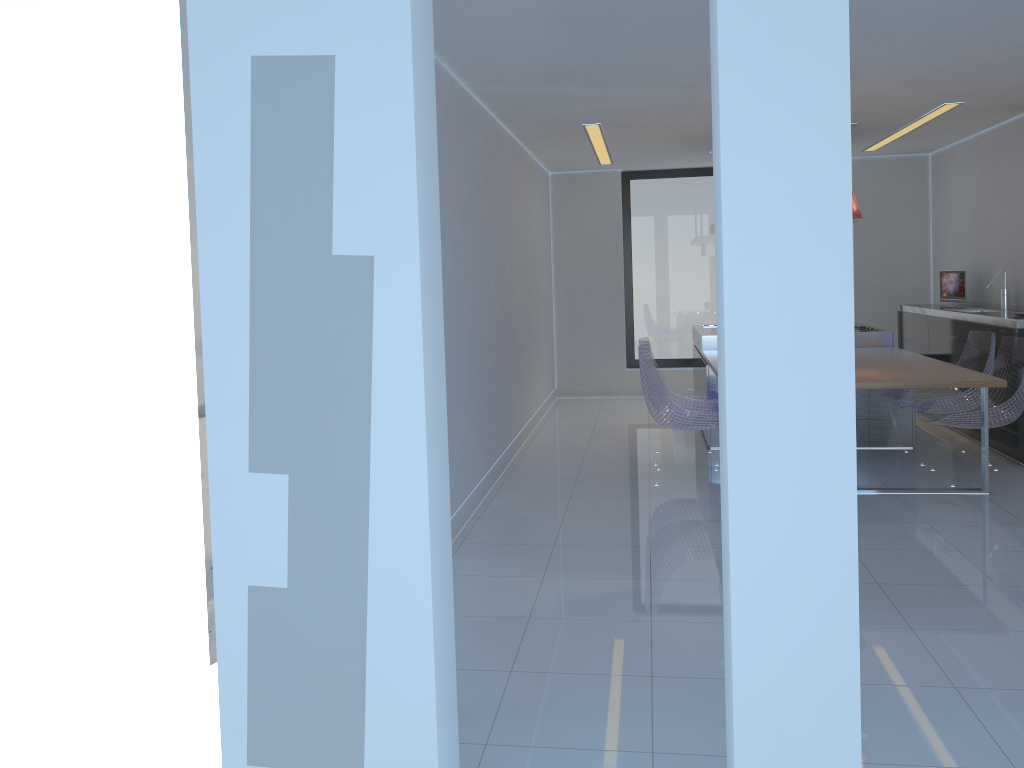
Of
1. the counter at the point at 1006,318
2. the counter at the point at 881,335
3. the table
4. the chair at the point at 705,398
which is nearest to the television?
the counter at the point at 1006,318

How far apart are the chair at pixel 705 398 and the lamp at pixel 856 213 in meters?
1.9

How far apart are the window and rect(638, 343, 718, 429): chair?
3.81m

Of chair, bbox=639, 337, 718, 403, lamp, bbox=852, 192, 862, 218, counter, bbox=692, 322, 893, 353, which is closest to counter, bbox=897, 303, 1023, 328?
counter, bbox=692, 322, 893, 353

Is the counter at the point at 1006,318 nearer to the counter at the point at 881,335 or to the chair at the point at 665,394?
the counter at the point at 881,335

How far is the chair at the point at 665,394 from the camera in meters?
5.6

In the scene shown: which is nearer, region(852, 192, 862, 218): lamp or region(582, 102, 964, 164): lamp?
region(852, 192, 862, 218): lamp

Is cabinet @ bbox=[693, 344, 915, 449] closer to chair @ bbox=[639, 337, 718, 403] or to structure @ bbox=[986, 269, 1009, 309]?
chair @ bbox=[639, 337, 718, 403]

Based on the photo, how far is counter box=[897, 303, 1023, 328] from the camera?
5.93m

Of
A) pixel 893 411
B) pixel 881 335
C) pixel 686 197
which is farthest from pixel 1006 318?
pixel 686 197
